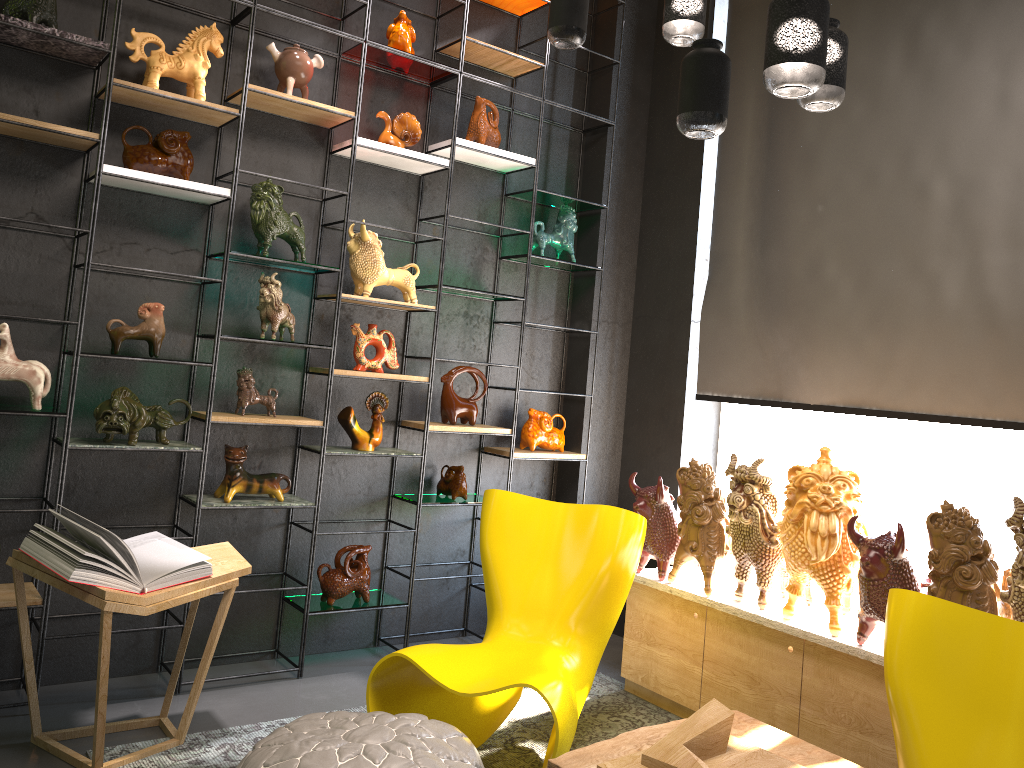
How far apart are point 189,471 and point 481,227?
1.86m

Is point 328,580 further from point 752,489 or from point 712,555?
point 752,489

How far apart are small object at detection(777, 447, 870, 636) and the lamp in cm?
141

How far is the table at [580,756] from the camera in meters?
2.5

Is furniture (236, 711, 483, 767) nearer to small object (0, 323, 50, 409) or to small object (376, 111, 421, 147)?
small object (0, 323, 50, 409)

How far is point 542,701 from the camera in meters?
3.8 m

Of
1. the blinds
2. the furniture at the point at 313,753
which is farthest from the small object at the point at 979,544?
the furniture at the point at 313,753

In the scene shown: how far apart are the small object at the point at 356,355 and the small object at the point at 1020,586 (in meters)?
A: 2.55

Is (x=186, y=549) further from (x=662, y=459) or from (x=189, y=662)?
(x=662, y=459)

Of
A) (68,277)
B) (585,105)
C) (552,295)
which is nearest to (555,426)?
(552,295)
